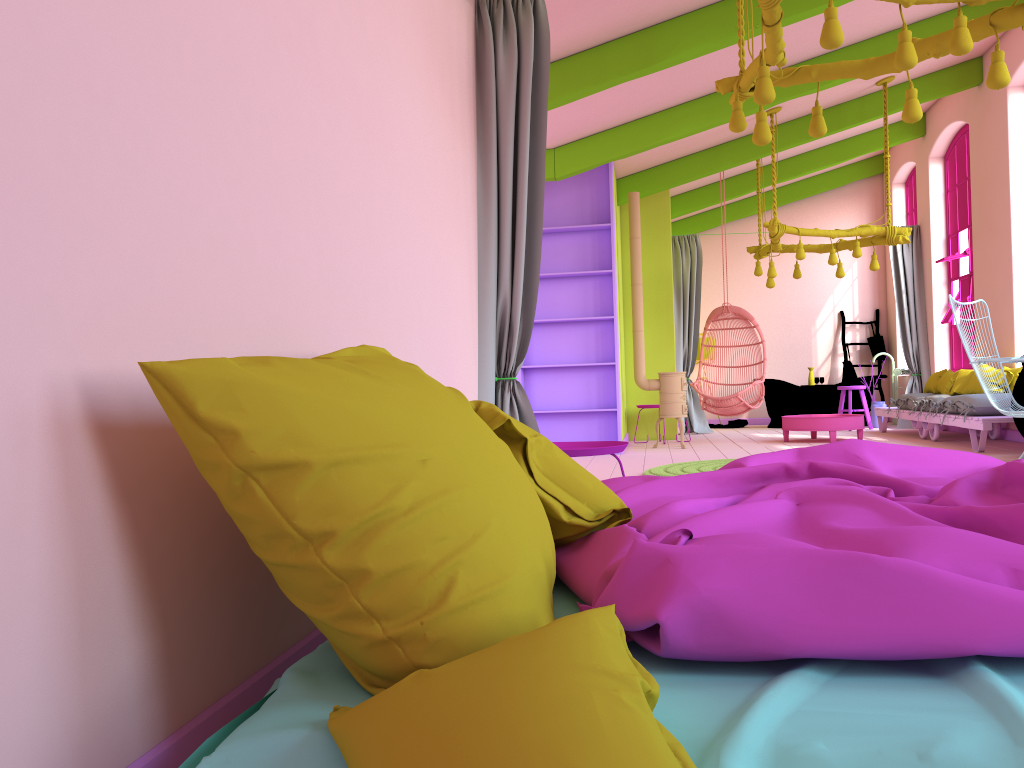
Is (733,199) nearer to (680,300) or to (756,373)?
(680,300)

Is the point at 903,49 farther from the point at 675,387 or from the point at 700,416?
the point at 700,416

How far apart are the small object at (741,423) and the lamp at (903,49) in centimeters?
851cm

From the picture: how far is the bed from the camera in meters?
1.2

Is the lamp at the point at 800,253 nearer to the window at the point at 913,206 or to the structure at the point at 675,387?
the structure at the point at 675,387

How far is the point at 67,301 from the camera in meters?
1.3 m

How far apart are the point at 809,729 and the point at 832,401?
12.2m

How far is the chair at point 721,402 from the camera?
10.2m

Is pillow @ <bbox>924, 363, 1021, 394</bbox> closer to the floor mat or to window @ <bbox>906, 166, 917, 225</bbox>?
the floor mat

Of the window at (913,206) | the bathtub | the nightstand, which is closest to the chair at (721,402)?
the bathtub
